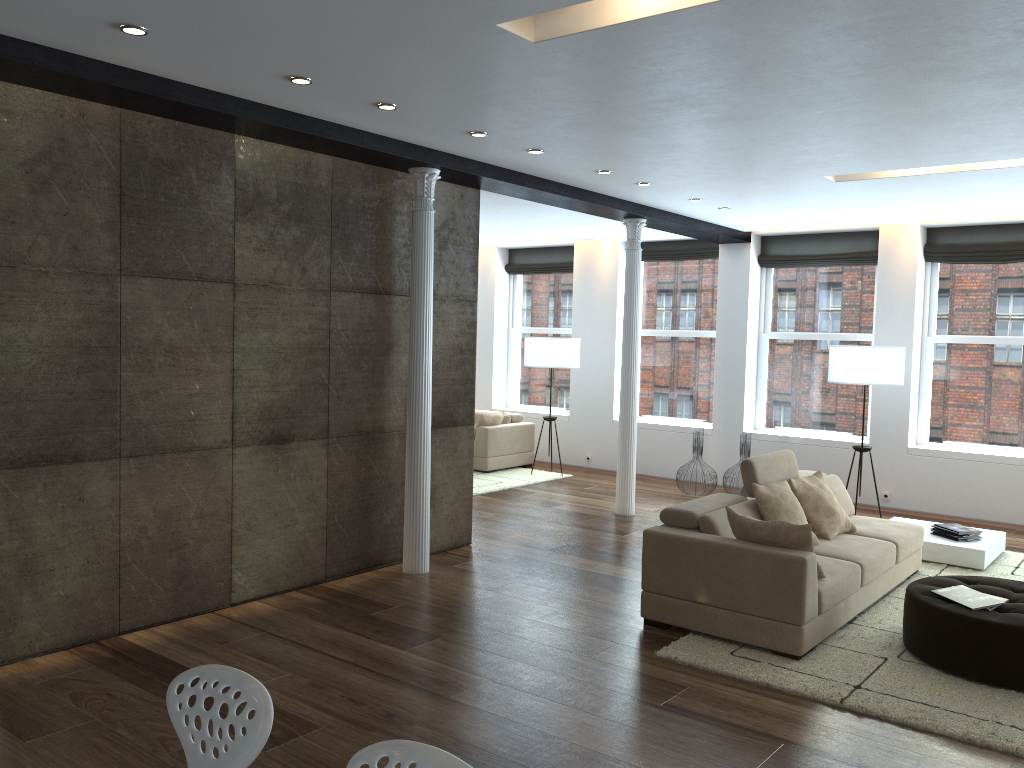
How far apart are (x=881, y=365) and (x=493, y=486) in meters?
4.3 m

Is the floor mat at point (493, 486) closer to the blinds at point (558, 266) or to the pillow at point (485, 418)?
the pillow at point (485, 418)

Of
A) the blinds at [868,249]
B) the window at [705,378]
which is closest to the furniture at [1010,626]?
the blinds at [868,249]

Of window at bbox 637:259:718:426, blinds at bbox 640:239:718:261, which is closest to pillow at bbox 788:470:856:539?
window at bbox 637:259:718:426

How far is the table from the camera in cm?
683

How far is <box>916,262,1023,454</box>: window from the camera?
9.0 meters

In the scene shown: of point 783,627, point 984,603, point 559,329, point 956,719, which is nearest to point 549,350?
point 559,329

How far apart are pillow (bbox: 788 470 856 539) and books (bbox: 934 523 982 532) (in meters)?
1.42

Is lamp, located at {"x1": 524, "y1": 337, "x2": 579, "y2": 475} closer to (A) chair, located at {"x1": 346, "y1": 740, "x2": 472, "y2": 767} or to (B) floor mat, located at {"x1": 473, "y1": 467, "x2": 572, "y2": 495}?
(B) floor mat, located at {"x1": 473, "y1": 467, "x2": 572, "y2": 495}

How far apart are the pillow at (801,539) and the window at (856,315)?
5.35m
